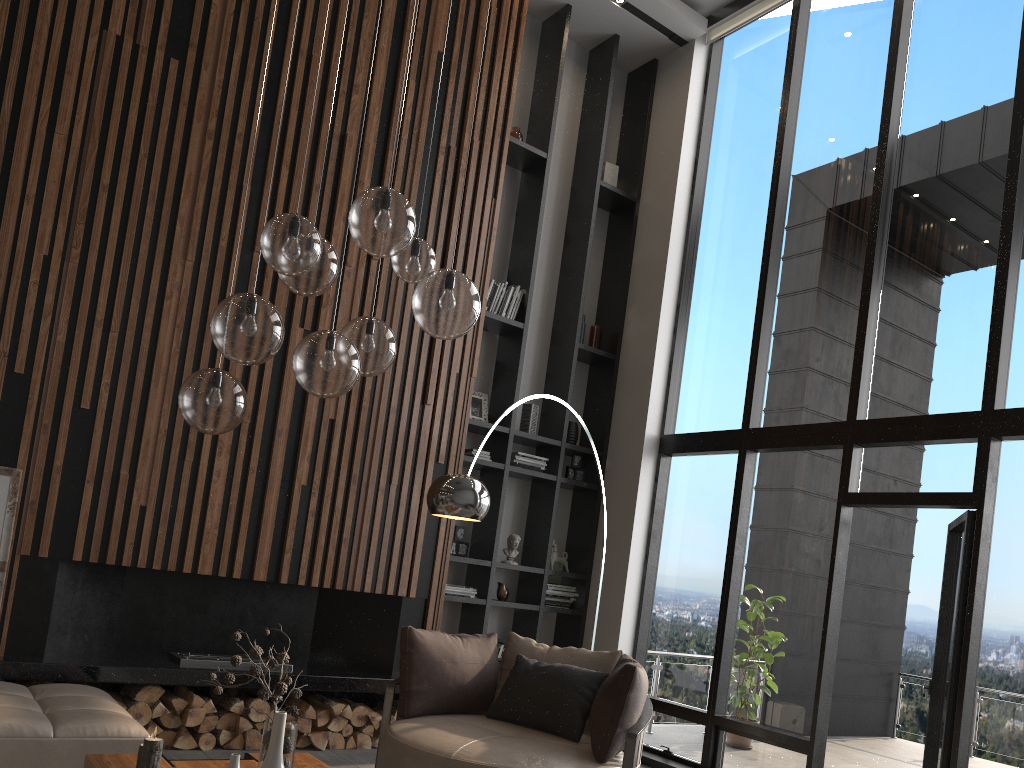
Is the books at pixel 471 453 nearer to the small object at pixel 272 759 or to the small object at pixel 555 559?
the small object at pixel 555 559

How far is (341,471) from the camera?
5.7 meters

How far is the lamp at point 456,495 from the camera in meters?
4.2 m

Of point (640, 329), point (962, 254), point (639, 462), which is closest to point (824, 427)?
point (962, 254)

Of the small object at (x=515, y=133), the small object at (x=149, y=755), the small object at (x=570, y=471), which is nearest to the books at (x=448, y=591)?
the small object at (x=570, y=471)

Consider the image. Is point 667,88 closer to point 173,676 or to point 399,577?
point 399,577

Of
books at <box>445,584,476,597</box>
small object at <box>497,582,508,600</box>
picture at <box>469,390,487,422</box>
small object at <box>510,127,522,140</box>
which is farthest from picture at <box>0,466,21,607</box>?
small object at <box>510,127,522,140</box>

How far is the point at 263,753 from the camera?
2.9m

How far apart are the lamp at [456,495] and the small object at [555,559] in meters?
2.9

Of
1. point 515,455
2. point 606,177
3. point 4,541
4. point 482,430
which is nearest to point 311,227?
point 4,541
